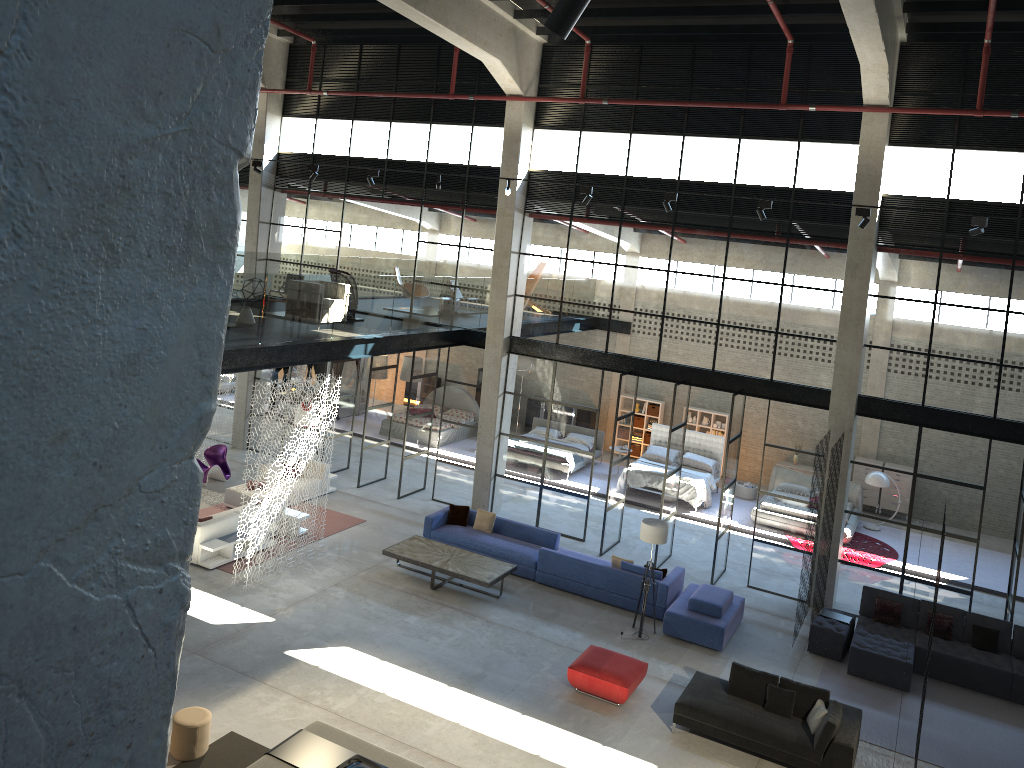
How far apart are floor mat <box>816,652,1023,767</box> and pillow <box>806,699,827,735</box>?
1.3m

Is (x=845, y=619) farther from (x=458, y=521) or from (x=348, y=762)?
(x=348, y=762)

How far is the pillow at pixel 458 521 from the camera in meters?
17.1

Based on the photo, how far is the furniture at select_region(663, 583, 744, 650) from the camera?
13.9m

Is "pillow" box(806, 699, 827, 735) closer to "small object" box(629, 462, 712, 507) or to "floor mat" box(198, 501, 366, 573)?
"floor mat" box(198, 501, 366, 573)

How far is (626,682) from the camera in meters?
12.0 m

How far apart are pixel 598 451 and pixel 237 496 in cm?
1018

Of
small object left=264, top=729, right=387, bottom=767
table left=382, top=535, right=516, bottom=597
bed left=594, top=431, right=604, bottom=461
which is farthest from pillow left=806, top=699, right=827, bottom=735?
bed left=594, top=431, right=604, bottom=461

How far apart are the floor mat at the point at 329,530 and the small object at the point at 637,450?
10.18m

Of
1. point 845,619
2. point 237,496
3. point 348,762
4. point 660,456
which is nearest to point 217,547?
point 237,496
